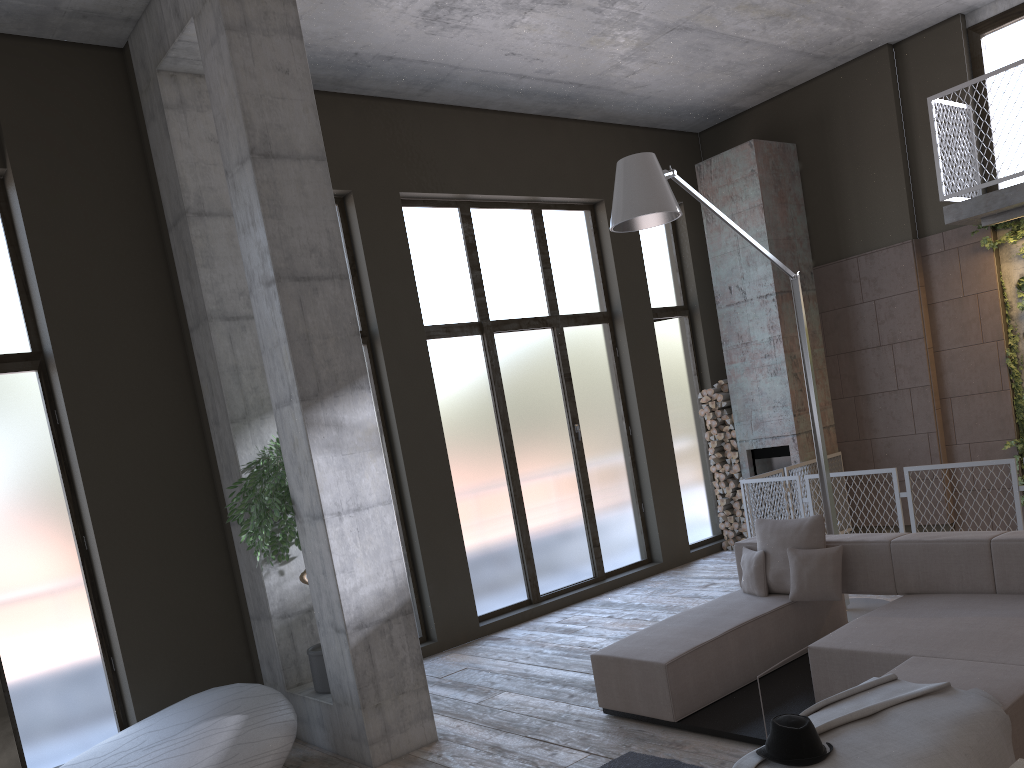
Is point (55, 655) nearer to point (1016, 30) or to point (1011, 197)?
point (1011, 197)

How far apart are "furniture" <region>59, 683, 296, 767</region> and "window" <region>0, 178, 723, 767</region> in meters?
0.7 m

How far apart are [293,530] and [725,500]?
6.3m

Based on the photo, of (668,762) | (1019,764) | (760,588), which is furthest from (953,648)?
(1019,764)

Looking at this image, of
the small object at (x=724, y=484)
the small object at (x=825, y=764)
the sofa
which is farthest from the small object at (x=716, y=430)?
the small object at (x=825, y=764)

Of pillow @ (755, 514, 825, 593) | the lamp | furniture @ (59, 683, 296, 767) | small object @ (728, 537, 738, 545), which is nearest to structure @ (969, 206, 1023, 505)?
the lamp

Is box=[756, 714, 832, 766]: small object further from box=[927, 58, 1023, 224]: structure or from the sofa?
box=[927, 58, 1023, 224]: structure

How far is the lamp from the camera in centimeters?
540cm

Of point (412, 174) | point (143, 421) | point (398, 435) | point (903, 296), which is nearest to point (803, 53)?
point (903, 296)

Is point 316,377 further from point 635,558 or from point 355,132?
point 635,558
